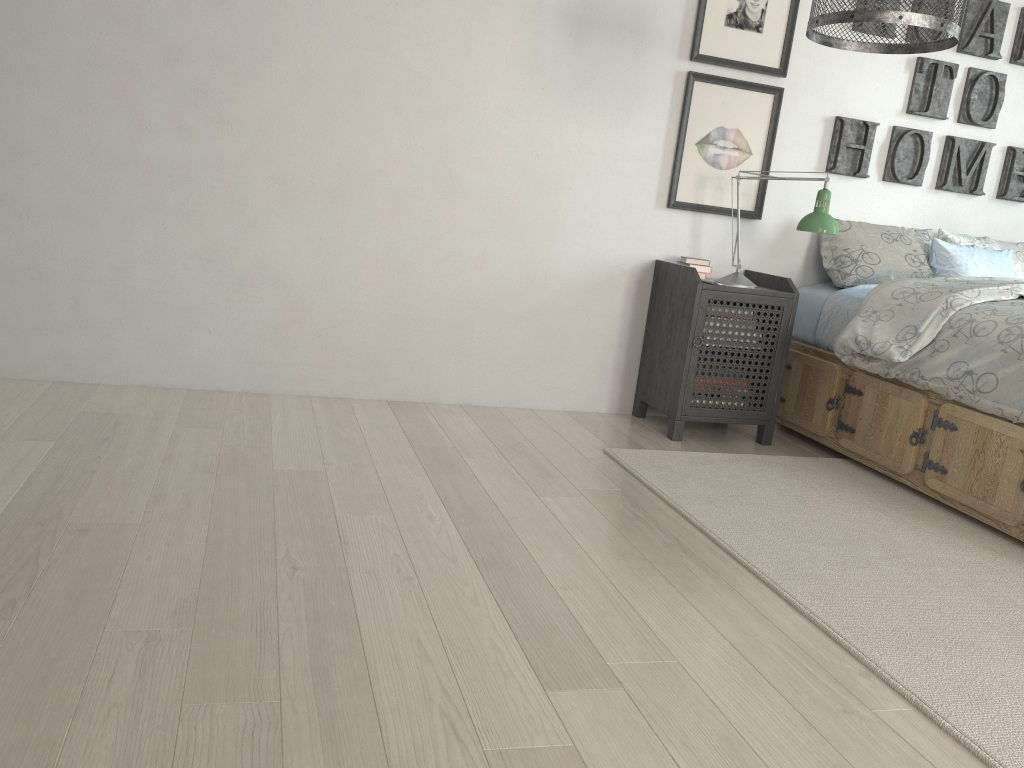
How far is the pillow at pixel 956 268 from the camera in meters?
3.5

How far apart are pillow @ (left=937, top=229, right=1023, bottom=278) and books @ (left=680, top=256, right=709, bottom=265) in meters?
1.1 m

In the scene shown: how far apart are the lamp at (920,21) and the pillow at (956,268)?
1.3 meters

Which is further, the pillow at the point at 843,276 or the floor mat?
the pillow at the point at 843,276

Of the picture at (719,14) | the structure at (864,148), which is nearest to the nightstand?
the structure at (864,148)

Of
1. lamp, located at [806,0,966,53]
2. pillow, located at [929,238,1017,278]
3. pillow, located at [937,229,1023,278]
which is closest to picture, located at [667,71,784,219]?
pillow, located at [929,238,1017,278]

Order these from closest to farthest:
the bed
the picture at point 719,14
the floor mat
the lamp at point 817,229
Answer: the floor mat < the bed < the lamp at point 817,229 < the picture at point 719,14

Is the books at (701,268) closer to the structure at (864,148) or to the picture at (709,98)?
the picture at (709,98)

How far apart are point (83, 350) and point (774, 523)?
2.3 meters

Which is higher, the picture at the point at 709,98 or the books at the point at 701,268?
the picture at the point at 709,98
